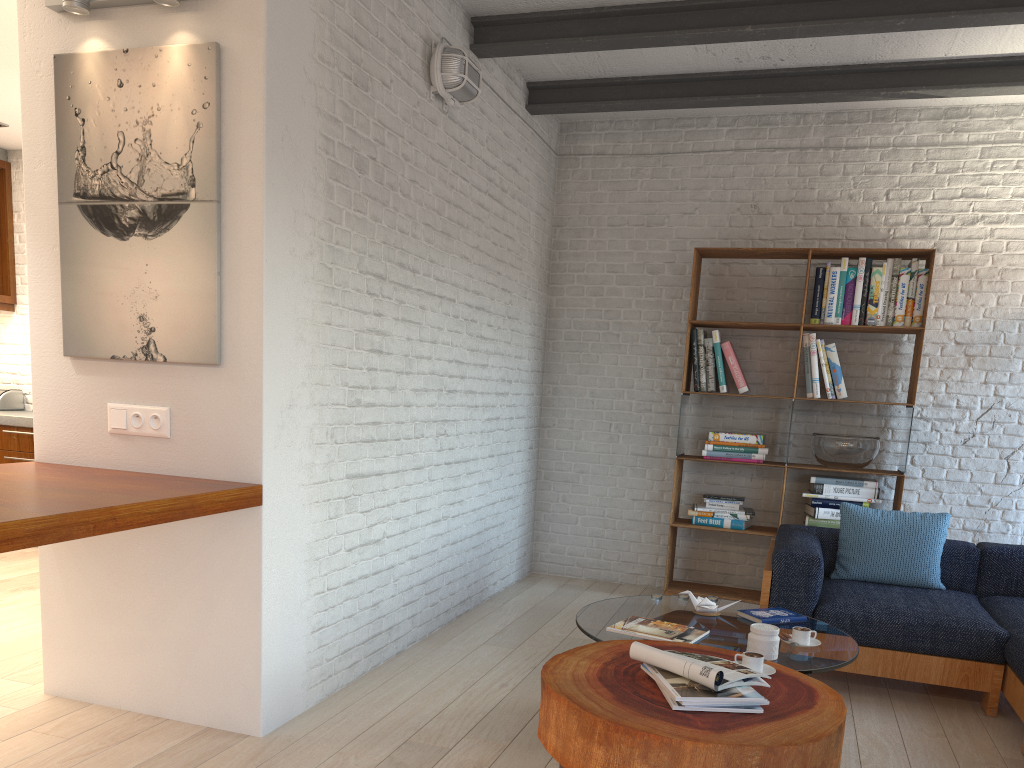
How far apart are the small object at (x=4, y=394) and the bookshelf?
5.0 meters

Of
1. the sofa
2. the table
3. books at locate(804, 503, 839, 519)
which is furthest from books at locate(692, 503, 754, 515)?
the table

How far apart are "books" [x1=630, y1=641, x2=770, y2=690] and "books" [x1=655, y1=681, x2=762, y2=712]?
0.07m

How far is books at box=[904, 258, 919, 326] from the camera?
5.1 meters

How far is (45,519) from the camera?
2.11m

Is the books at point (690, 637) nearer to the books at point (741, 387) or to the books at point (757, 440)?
the books at point (757, 440)

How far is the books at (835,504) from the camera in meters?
5.2

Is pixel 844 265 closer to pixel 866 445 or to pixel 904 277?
pixel 904 277

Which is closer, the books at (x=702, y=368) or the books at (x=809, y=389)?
the books at (x=809, y=389)

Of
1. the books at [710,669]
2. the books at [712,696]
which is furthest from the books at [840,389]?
the books at [712,696]
